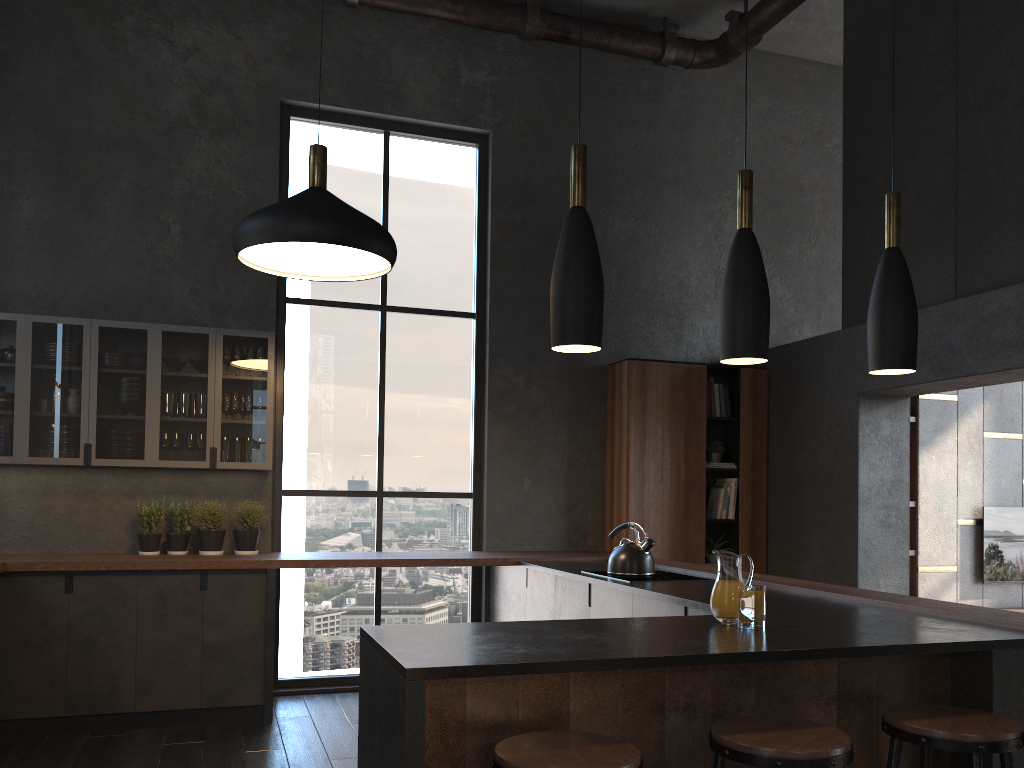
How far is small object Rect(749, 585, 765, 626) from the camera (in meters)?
2.40

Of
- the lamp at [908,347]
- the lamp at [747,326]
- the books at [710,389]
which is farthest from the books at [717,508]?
the lamp at [747,326]

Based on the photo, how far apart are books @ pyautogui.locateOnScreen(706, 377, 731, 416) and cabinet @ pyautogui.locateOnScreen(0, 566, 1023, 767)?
1.95m

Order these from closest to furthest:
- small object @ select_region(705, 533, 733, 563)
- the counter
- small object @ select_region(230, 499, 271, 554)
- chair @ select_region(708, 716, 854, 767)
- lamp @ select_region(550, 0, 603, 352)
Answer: chair @ select_region(708, 716, 854, 767)
the counter
lamp @ select_region(550, 0, 603, 352)
small object @ select_region(230, 499, 271, 554)
small object @ select_region(705, 533, 733, 563)

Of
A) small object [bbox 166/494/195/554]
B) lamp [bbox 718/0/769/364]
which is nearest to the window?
small object [bbox 166/494/195/554]

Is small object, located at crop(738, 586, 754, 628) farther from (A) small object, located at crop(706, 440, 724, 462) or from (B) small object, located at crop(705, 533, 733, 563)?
(A) small object, located at crop(706, 440, 724, 462)

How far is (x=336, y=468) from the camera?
6.1 meters

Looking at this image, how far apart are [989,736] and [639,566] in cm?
243

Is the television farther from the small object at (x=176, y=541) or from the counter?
the small object at (x=176, y=541)

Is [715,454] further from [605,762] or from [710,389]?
[605,762]
